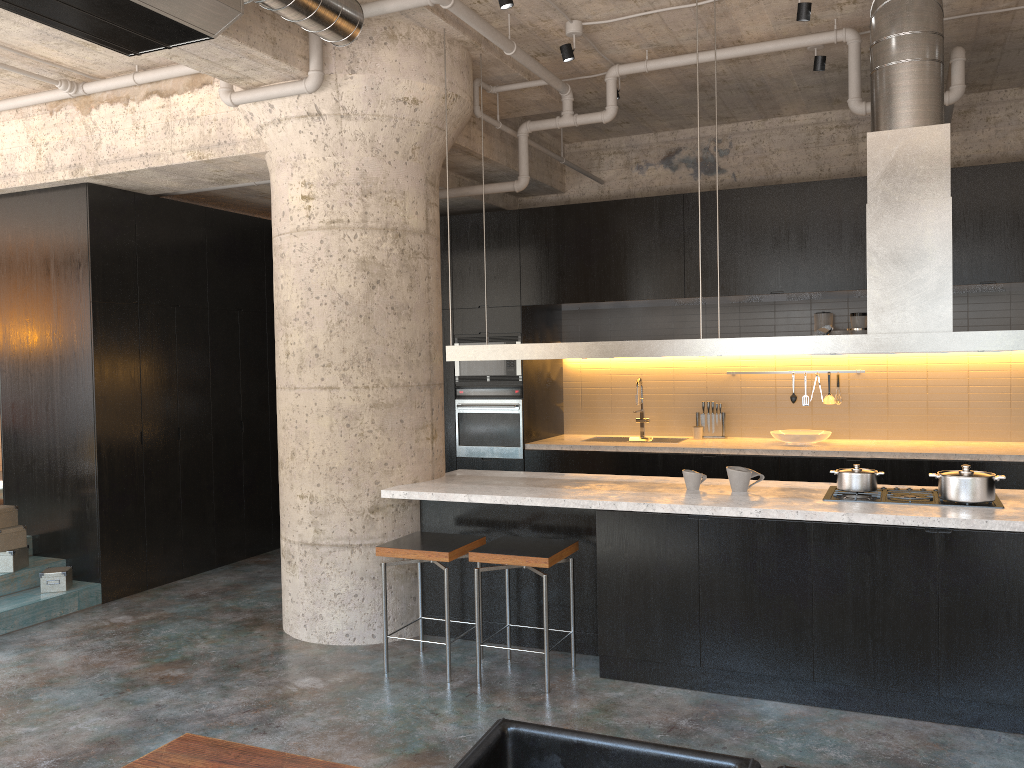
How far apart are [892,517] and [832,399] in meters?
3.8

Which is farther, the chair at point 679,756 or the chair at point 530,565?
the chair at point 530,565

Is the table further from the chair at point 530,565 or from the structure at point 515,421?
the structure at point 515,421

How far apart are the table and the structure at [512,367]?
5.72m

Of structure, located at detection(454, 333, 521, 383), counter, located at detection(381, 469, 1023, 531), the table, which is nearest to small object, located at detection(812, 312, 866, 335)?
structure, located at detection(454, 333, 521, 383)

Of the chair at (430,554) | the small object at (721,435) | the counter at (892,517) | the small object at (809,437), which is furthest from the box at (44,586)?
the small object at (809,437)

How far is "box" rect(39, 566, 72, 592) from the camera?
6.1m

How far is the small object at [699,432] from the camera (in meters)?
7.95

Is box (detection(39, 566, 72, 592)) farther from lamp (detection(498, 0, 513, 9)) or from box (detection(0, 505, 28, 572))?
lamp (detection(498, 0, 513, 9))

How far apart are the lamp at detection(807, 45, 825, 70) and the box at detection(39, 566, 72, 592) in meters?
6.1 m
